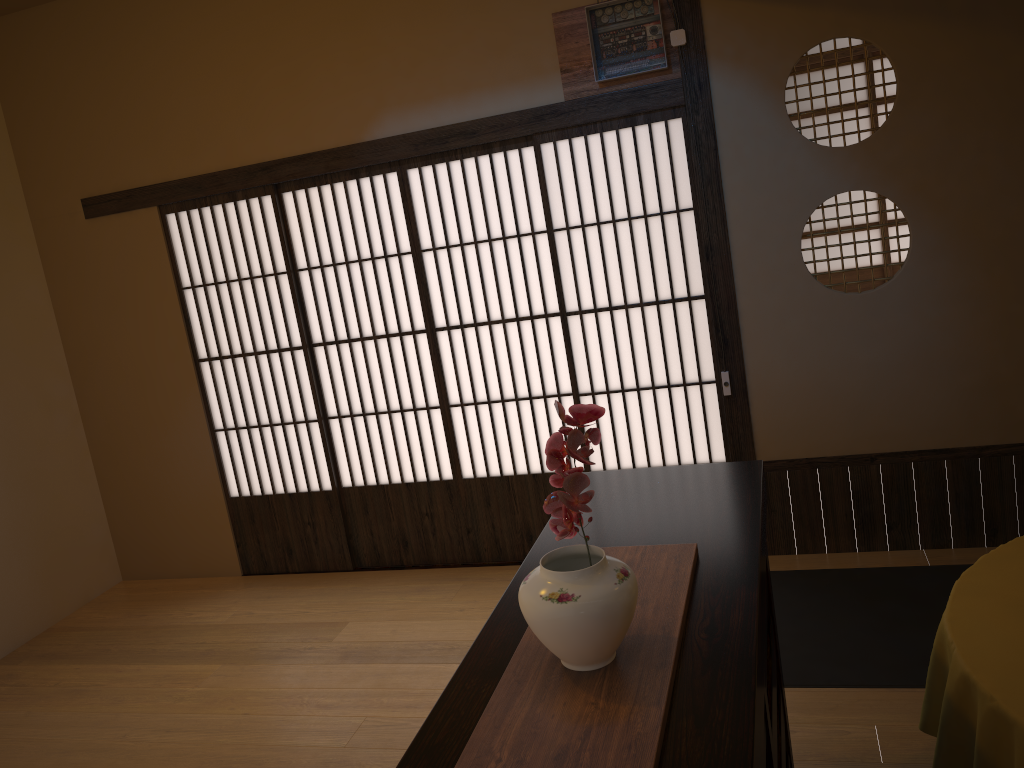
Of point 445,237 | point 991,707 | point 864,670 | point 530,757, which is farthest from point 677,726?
point 445,237

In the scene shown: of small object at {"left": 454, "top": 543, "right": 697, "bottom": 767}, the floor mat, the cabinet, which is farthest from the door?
small object at {"left": 454, "top": 543, "right": 697, "bottom": 767}

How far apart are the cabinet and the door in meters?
1.6

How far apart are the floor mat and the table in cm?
87

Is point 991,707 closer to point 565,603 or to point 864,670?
point 565,603

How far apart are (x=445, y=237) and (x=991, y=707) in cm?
303

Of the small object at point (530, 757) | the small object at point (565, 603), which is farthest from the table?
the small object at point (565, 603)

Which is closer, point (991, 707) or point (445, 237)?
point (991, 707)

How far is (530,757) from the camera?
1.2m

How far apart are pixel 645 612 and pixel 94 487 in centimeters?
425cm
